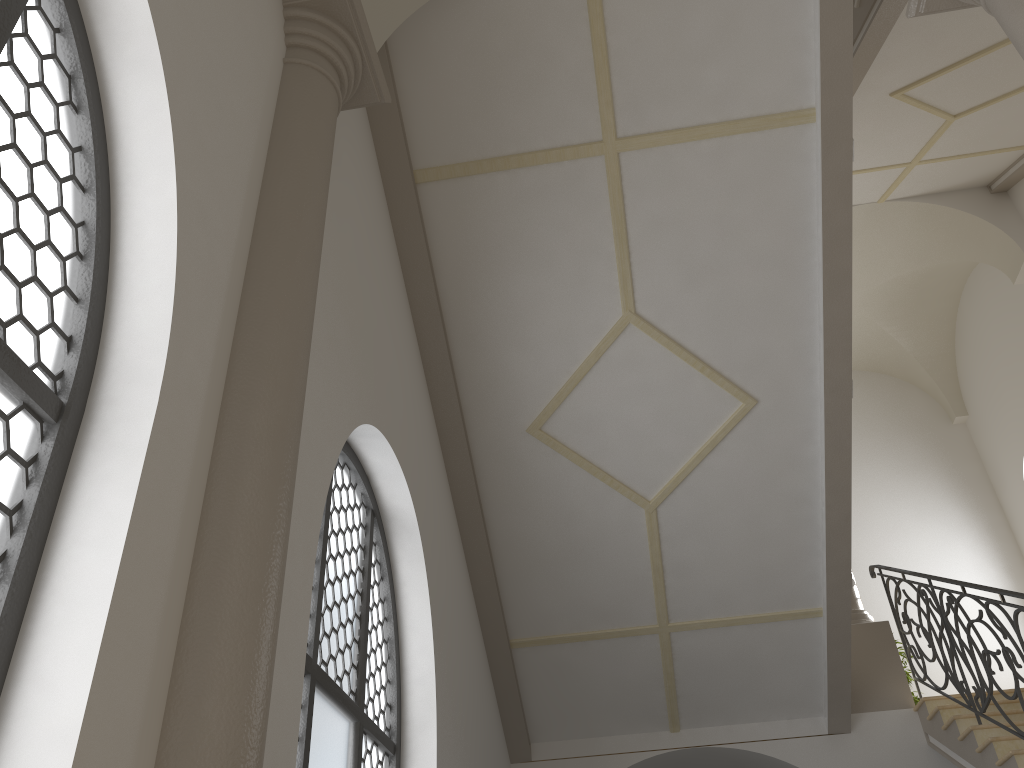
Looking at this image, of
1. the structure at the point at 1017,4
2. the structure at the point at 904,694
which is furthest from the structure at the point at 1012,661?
the structure at the point at 1017,4

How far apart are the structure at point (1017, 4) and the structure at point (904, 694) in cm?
577

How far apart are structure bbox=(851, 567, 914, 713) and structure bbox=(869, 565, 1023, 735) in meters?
0.1 m

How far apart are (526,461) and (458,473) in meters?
0.5 m

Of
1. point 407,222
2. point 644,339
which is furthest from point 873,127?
point 407,222

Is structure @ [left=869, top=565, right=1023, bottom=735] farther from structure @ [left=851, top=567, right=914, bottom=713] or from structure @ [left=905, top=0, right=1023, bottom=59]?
structure @ [left=905, top=0, right=1023, bottom=59]

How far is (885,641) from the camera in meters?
8.1 m

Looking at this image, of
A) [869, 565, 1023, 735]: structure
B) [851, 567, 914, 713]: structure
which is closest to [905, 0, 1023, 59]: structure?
[869, 565, 1023, 735]: structure

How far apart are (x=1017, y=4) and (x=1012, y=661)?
4.24m

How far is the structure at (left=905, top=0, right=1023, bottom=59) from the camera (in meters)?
3.65
